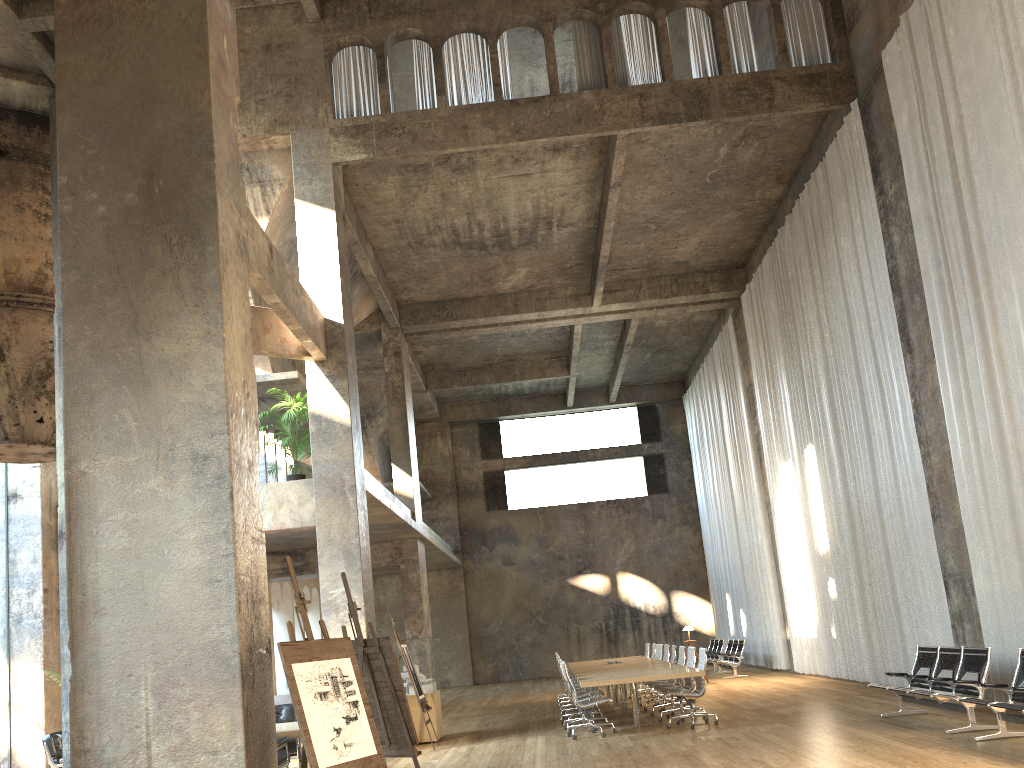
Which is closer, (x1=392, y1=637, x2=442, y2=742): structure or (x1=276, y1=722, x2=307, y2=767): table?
(x1=276, y1=722, x2=307, y2=767): table

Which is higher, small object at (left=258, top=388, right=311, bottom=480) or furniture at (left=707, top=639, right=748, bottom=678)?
small object at (left=258, top=388, right=311, bottom=480)

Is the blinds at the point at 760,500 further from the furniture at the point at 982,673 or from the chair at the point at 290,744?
the chair at the point at 290,744

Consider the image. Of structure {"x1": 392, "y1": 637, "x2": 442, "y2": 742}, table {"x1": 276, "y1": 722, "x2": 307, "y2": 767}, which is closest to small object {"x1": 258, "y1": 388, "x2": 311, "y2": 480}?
structure {"x1": 392, "y1": 637, "x2": 442, "y2": 742}

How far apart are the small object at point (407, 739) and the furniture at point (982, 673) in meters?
5.3

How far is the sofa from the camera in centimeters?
1732cm

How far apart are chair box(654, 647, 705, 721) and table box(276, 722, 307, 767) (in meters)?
5.59

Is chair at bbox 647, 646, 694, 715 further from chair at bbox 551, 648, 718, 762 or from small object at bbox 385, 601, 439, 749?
small object at bbox 385, 601, 439, 749

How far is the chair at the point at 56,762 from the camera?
9.14m

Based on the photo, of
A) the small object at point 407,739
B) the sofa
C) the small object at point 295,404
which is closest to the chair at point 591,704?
the small object at point 407,739
